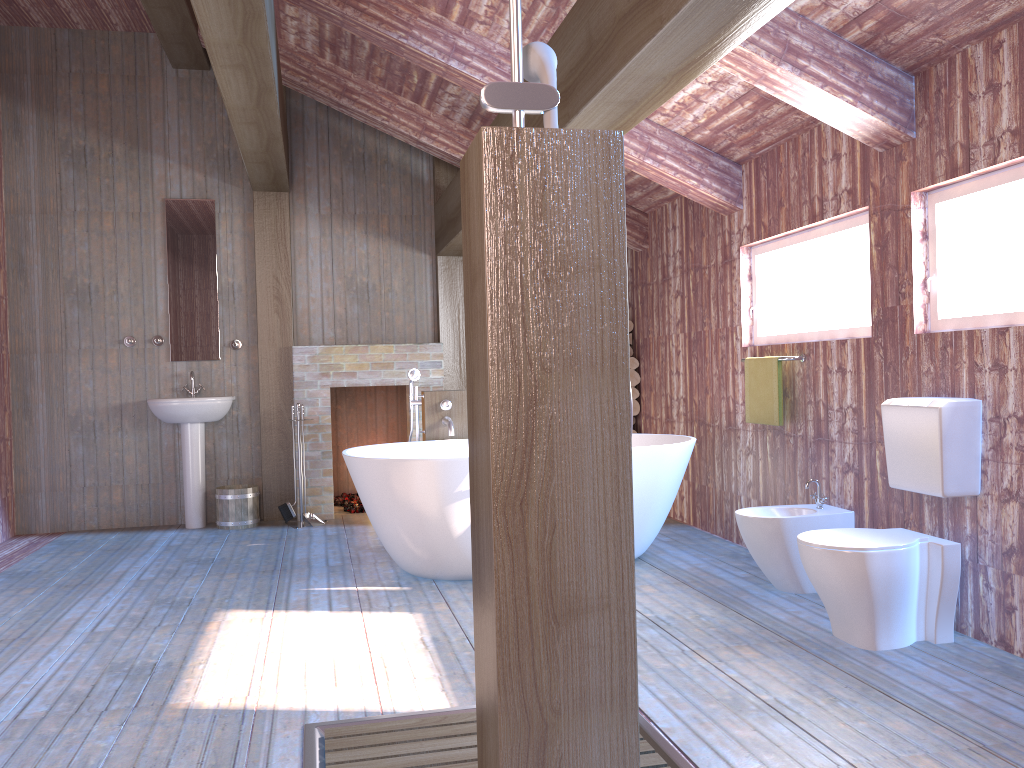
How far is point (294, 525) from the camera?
6.4m

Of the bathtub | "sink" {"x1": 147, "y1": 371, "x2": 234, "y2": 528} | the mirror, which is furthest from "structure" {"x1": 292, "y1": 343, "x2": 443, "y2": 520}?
the bathtub

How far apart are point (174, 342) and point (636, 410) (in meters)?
3.51

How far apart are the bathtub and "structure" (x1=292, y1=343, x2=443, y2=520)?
1.2m

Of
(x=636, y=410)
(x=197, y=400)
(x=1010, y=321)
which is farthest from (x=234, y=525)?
(x=1010, y=321)

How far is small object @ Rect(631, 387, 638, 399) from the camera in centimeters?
684cm

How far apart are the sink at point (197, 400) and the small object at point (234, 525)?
0.17m

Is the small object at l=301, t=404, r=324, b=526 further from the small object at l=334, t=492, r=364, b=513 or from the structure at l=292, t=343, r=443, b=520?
the small object at l=334, t=492, r=364, b=513

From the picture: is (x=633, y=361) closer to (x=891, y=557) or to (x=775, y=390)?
(x=775, y=390)

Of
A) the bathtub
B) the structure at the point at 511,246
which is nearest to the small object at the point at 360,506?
the bathtub
